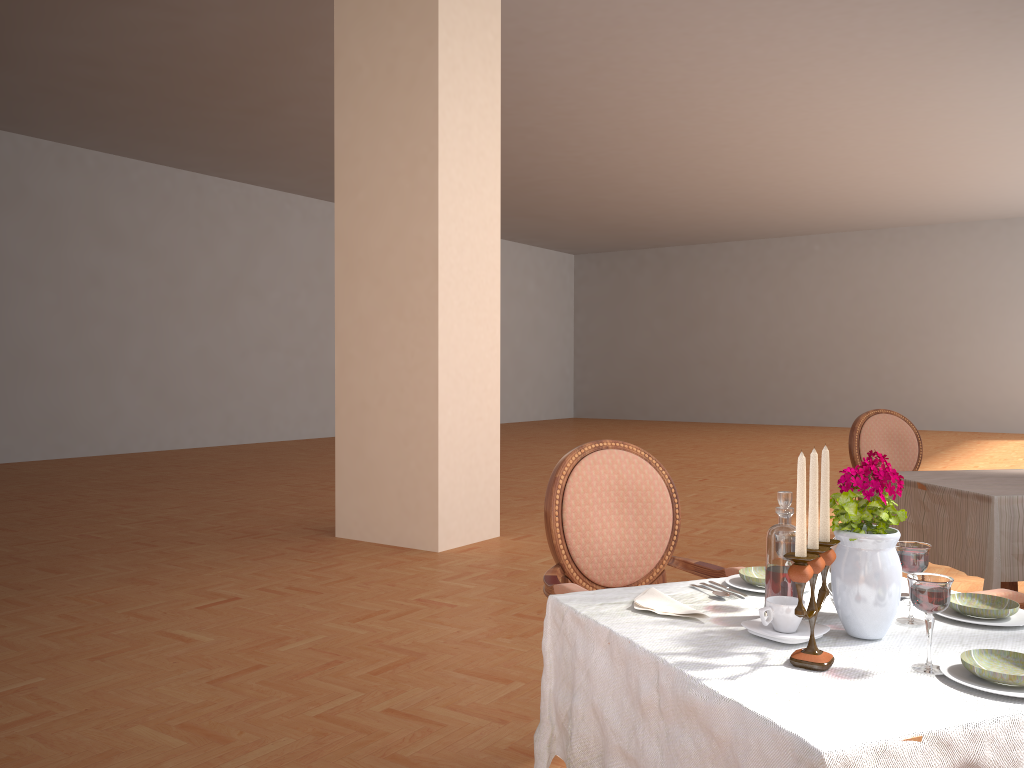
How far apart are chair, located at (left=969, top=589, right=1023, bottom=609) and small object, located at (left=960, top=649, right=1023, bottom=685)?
0.8m

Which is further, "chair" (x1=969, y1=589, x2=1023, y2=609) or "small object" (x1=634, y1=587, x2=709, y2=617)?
"chair" (x1=969, y1=589, x2=1023, y2=609)

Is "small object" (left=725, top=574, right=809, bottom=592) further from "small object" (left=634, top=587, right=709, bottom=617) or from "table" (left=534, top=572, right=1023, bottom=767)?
"small object" (left=634, top=587, right=709, bottom=617)

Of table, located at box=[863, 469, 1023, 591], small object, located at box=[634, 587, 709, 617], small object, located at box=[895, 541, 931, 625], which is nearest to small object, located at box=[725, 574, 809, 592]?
small object, located at box=[634, 587, 709, 617]

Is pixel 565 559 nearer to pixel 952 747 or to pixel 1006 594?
pixel 1006 594

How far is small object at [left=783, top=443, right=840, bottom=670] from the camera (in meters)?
1.24

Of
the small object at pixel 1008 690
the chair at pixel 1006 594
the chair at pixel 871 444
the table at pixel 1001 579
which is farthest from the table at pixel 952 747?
the chair at pixel 871 444

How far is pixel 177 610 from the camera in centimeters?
412cm

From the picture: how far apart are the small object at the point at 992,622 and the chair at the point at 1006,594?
0.43m

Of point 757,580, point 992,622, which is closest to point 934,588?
point 992,622
